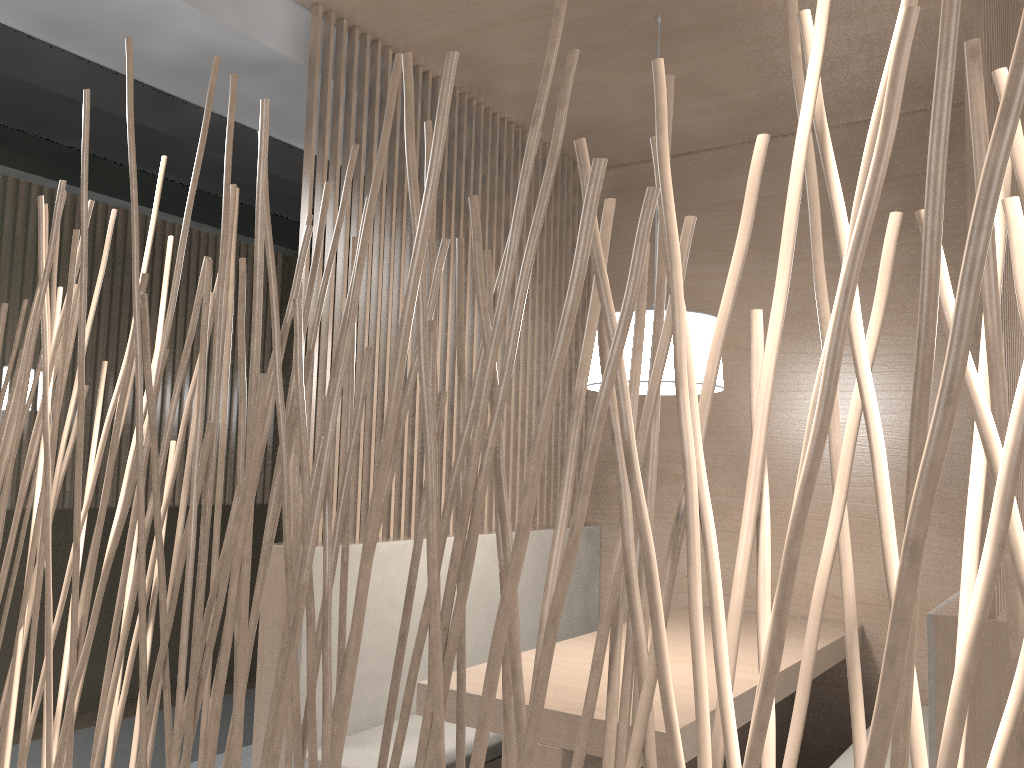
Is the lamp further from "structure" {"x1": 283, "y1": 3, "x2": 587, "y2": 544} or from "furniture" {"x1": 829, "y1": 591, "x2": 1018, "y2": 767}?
"furniture" {"x1": 829, "y1": 591, "x2": 1018, "y2": 767}

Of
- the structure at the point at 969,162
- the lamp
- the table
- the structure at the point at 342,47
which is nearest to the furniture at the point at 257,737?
the structure at the point at 342,47

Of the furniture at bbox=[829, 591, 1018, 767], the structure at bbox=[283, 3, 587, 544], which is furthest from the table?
the structure at bbox=[283, 3, 587, 544]

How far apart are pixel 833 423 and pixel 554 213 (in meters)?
2.11

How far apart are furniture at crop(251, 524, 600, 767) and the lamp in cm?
47

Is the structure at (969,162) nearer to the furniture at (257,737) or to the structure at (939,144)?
A: the structure at (939,144)

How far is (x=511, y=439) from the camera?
2.18m

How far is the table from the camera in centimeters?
123cm

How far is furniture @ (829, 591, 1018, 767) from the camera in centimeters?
95cm

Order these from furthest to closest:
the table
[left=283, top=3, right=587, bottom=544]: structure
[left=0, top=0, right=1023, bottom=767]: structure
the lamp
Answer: [left=283, top=3, right=587, bottom=544]: structure, the lamp, the table, [left=0, top=0, right=1023, bottom=767]: structure
